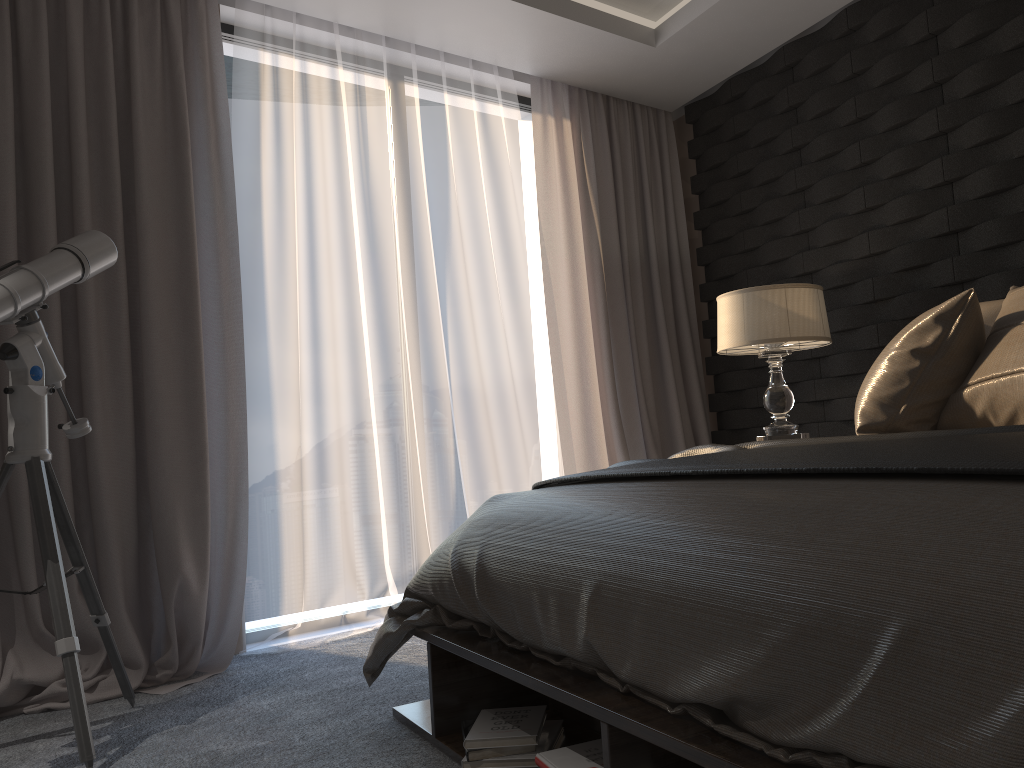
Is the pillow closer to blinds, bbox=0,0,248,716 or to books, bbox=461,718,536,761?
books, bbox=461,718,536,761

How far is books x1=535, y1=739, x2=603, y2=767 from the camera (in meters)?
1.57

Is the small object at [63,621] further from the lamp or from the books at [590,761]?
the lamp

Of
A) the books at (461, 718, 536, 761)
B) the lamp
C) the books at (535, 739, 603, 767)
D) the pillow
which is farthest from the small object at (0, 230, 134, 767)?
the lamp

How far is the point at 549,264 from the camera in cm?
428

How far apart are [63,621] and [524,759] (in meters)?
1.23

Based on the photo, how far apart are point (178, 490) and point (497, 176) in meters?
2.1

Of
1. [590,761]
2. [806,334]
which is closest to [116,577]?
[590,761]

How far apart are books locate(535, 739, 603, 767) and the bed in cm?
13

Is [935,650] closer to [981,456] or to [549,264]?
[981,456]
